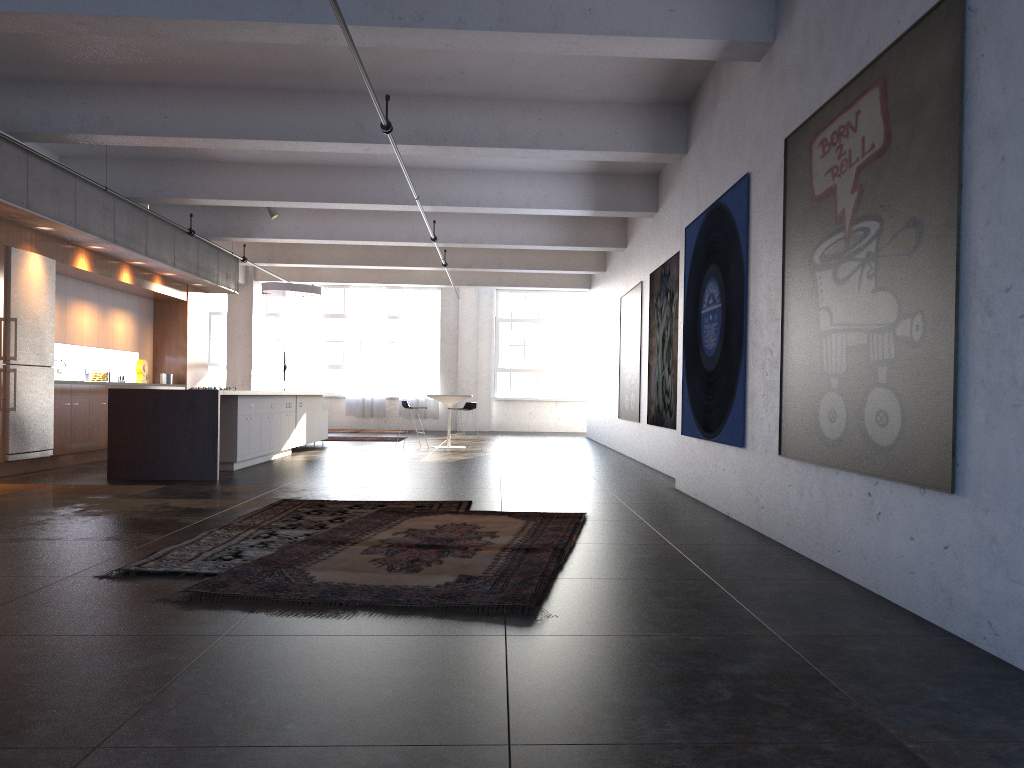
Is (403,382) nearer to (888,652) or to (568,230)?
(568,230)

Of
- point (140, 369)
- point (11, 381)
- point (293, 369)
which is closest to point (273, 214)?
point (140, 369)

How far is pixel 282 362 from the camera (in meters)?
20.79

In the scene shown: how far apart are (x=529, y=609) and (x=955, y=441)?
1.92m

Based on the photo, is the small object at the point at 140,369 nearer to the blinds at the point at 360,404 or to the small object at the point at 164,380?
the small object at the point at 164,380

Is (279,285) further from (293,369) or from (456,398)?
(293,369)

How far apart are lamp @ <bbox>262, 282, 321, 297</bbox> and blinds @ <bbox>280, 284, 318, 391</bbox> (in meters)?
7.62

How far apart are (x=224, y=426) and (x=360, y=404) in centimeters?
1242cm

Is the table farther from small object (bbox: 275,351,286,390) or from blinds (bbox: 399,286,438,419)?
blinds (bbox: 399,286,438,419)

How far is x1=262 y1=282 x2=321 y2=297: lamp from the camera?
15.00m
